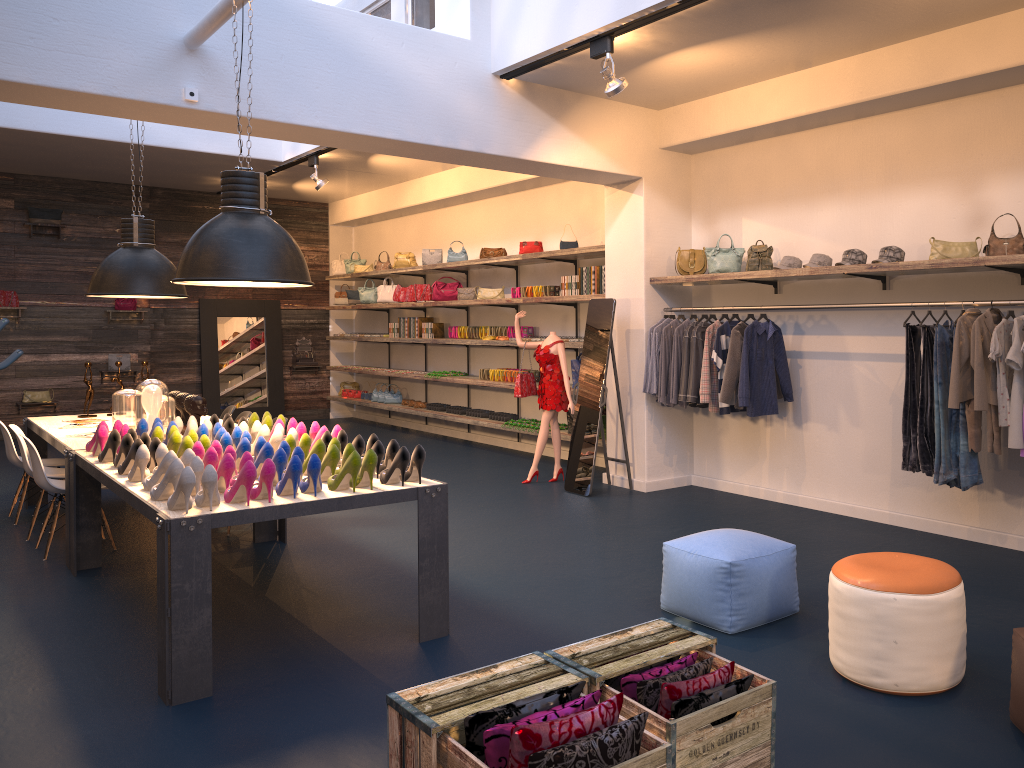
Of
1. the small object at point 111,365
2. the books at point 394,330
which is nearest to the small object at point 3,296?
the small object at point 111,365

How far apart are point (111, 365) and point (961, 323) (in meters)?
11.58

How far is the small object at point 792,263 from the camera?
6.66m

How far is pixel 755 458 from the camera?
7.6 meters

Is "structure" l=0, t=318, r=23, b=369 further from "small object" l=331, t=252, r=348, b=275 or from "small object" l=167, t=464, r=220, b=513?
"small object" l=167, t=464, r=220, b=513

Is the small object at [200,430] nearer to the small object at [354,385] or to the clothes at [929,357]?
the clothes at [929,357]

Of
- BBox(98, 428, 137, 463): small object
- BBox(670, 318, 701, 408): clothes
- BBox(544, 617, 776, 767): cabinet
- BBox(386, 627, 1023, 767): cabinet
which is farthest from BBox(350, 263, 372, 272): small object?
BBox(386, 627, 1023, 767): cabinet

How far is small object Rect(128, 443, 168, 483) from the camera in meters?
4.5

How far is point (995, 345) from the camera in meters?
5.0

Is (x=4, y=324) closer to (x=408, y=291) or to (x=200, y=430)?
(x=408, y=291)
